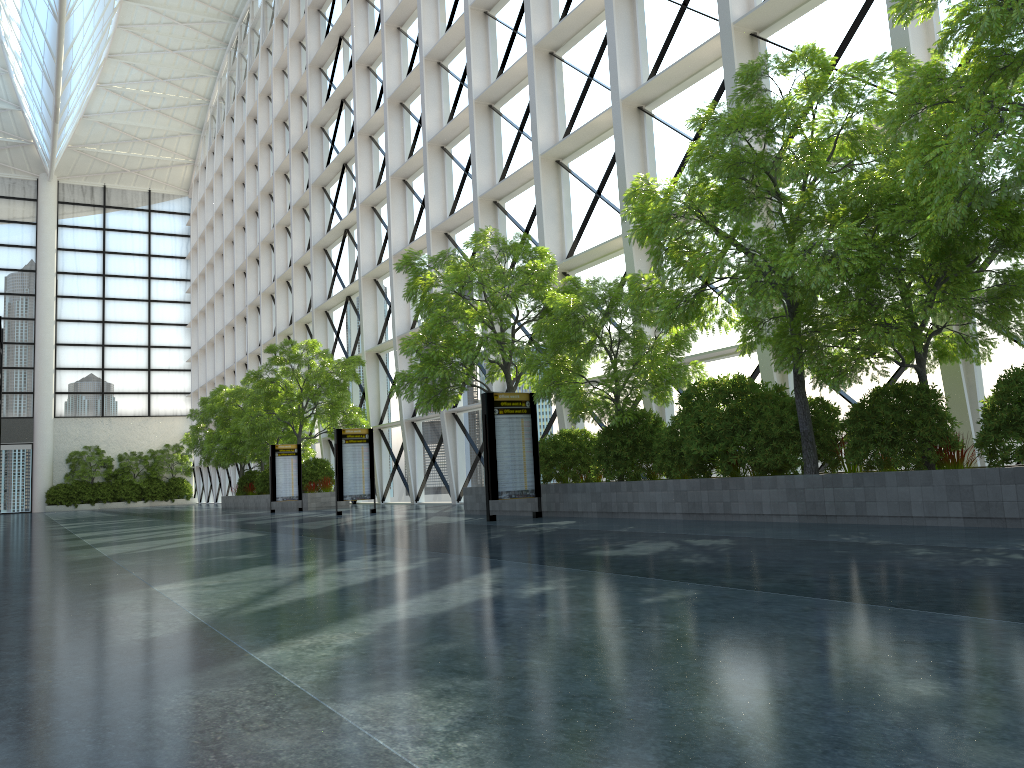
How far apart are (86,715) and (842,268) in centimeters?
940cm

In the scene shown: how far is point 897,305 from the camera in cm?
1065
